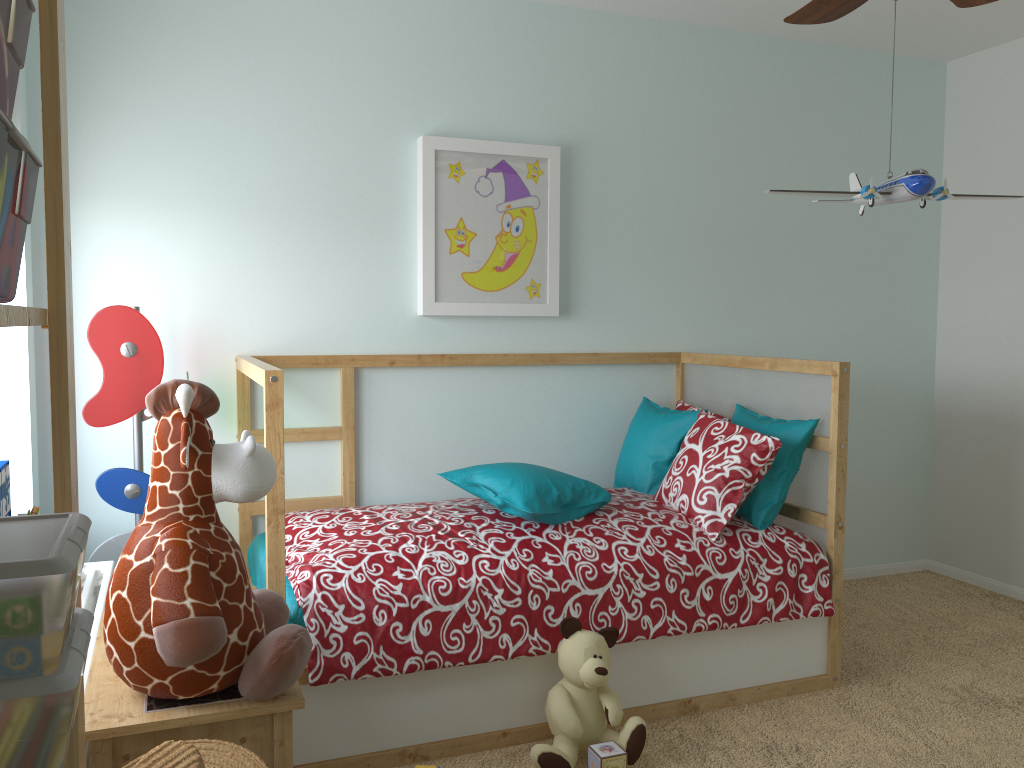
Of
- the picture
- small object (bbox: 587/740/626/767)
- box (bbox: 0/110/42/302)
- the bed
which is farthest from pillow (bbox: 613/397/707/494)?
box (bbox: 0/110/42/302)

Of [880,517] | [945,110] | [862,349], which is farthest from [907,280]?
[880,517]

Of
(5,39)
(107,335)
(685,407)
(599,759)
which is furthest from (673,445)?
(5,39)

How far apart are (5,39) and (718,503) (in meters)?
2.32

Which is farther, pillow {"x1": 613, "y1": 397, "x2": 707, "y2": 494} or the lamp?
pillow {"x1": 613, "y1": 397, "x2": 707, "y2": 494}

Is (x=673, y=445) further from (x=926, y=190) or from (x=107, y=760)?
(x=107, y=760)

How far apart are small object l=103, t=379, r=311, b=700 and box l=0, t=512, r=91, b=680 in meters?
0.5

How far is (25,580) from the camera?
0.7 meters

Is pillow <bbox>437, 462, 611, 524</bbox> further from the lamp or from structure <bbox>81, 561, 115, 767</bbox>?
the lamp

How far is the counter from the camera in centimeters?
135cm
